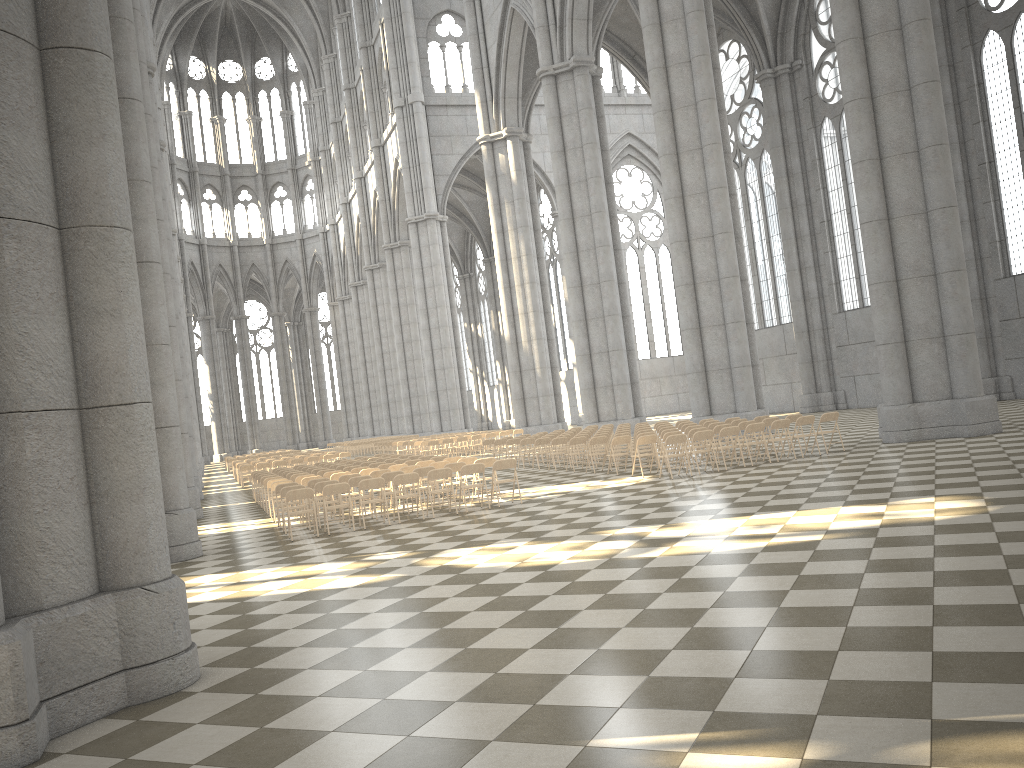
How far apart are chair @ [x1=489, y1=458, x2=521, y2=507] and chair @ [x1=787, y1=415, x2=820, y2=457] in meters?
6.0 m

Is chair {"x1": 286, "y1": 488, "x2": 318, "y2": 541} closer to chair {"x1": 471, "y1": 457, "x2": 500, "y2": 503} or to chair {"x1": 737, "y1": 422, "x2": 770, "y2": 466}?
chair {"x1": 471, "y1": 457, "x2": 500, "y2": 503}

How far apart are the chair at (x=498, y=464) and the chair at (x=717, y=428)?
5.0 meters

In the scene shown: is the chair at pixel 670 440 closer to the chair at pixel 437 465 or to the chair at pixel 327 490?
the chair at pixel 437 465

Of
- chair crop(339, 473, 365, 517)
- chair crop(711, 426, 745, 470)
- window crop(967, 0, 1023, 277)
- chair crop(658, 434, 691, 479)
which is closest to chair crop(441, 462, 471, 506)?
chair crop(339, 473, 365, 517)

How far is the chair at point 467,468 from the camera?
15.2m

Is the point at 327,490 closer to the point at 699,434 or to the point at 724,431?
the point at 699,434

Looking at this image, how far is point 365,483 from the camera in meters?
14.6

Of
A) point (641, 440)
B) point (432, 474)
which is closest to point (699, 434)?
point (641, 440)

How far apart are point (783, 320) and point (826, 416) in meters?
22.2
